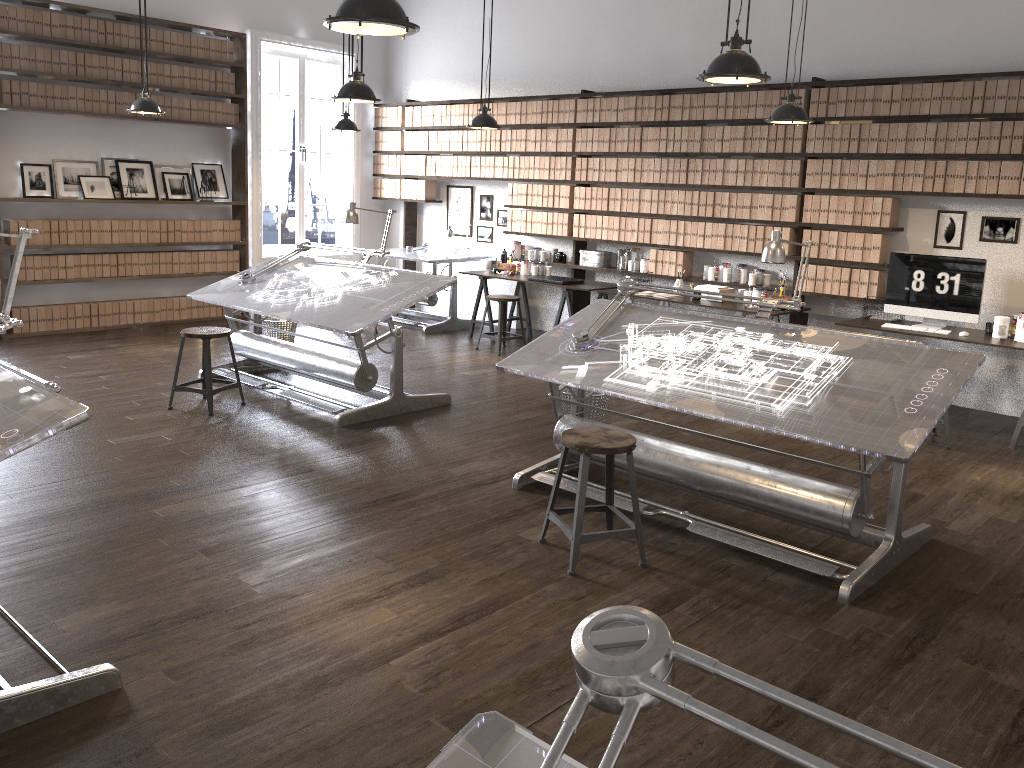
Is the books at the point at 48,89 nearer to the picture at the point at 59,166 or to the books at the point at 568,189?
the picture at the point at 59,166

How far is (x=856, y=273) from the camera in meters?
6.8

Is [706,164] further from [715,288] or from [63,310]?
[63,310]

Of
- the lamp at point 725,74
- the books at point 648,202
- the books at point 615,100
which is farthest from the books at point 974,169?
the lamp at point 725,74

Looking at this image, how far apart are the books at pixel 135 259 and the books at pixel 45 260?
0.8m

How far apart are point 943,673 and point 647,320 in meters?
2.3 m

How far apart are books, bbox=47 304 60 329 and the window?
2.3m

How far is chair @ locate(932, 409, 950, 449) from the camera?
5.6 meters

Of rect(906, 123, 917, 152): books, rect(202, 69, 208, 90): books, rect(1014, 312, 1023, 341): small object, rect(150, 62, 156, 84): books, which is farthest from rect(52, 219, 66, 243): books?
Answer: rect(1014, 312, 1023, 341): small object

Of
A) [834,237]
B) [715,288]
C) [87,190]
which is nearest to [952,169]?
[834,237]
